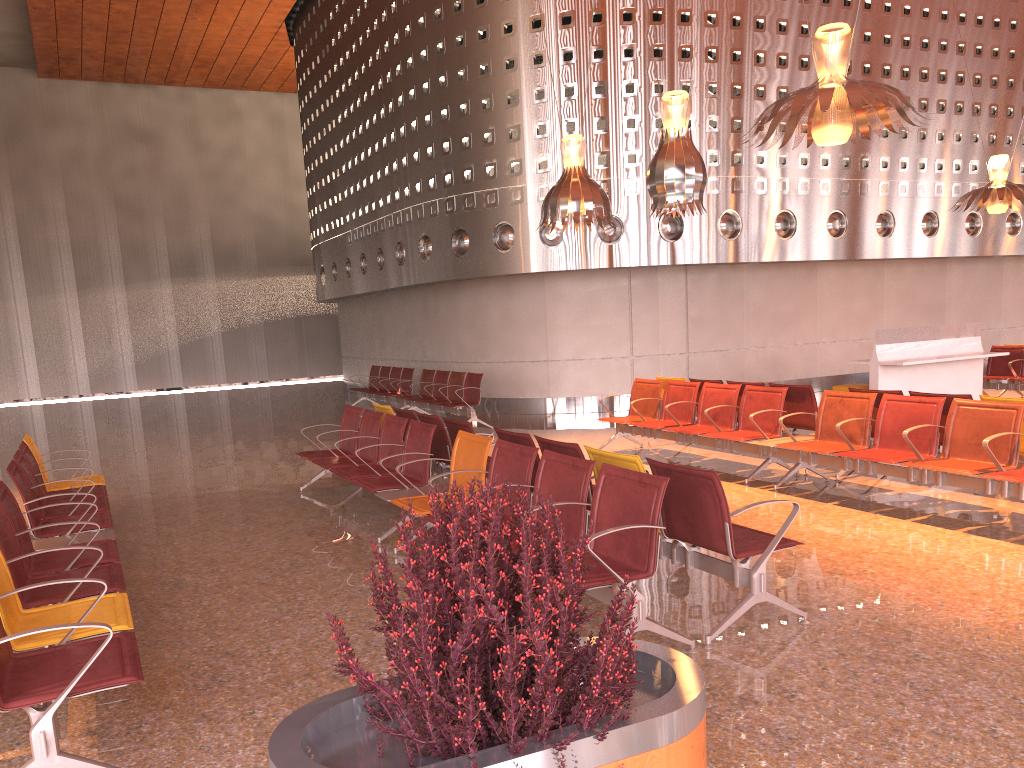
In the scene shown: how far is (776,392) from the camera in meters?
8.5 m
